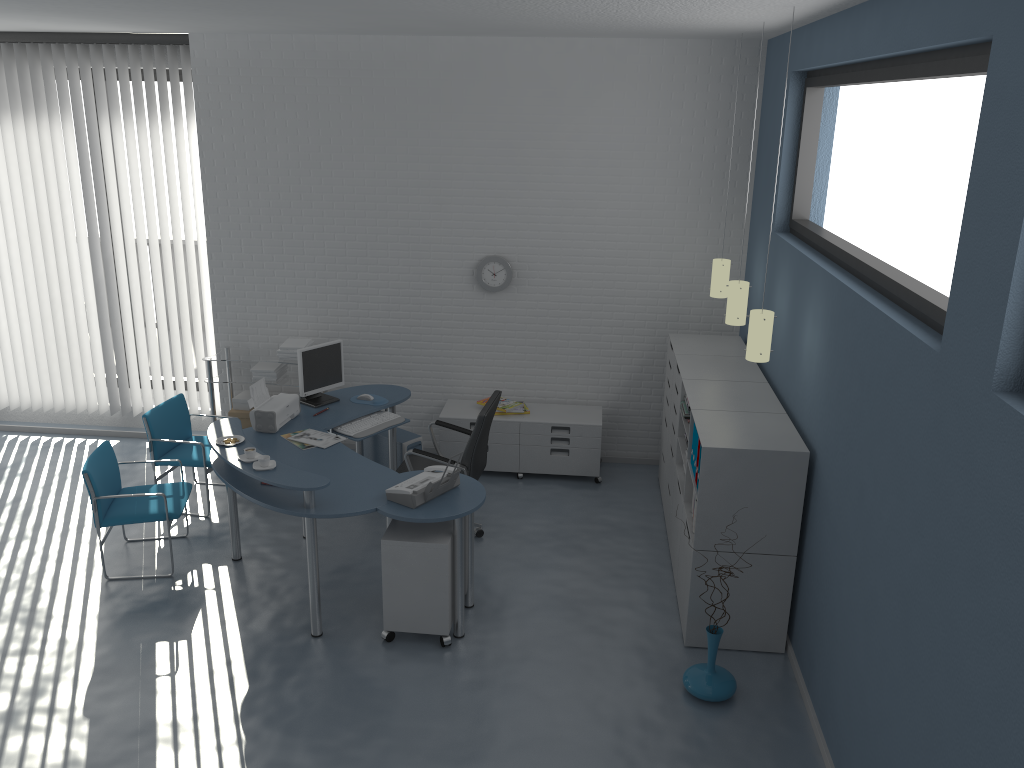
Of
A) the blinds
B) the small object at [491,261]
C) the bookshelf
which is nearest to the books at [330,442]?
the small object at [491,261]

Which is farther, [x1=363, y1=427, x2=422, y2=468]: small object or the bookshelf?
[x1=363, y1=427, x2=422, y2=468]: small object

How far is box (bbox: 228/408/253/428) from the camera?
6.9m

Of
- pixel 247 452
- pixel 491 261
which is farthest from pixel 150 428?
pixel 491 261

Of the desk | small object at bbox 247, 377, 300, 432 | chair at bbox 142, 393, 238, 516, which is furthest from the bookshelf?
chair at bbox 142, 393, 238, 516

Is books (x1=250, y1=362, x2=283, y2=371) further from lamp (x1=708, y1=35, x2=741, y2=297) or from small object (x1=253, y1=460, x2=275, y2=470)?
lamp (x1=708, y1=35, x2=741, y2=297)

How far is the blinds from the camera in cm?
680

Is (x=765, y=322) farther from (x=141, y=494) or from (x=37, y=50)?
(x=37, y=50)

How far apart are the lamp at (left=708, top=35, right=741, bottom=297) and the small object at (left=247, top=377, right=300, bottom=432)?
2.9 meters

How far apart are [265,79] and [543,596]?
4.3 meters
